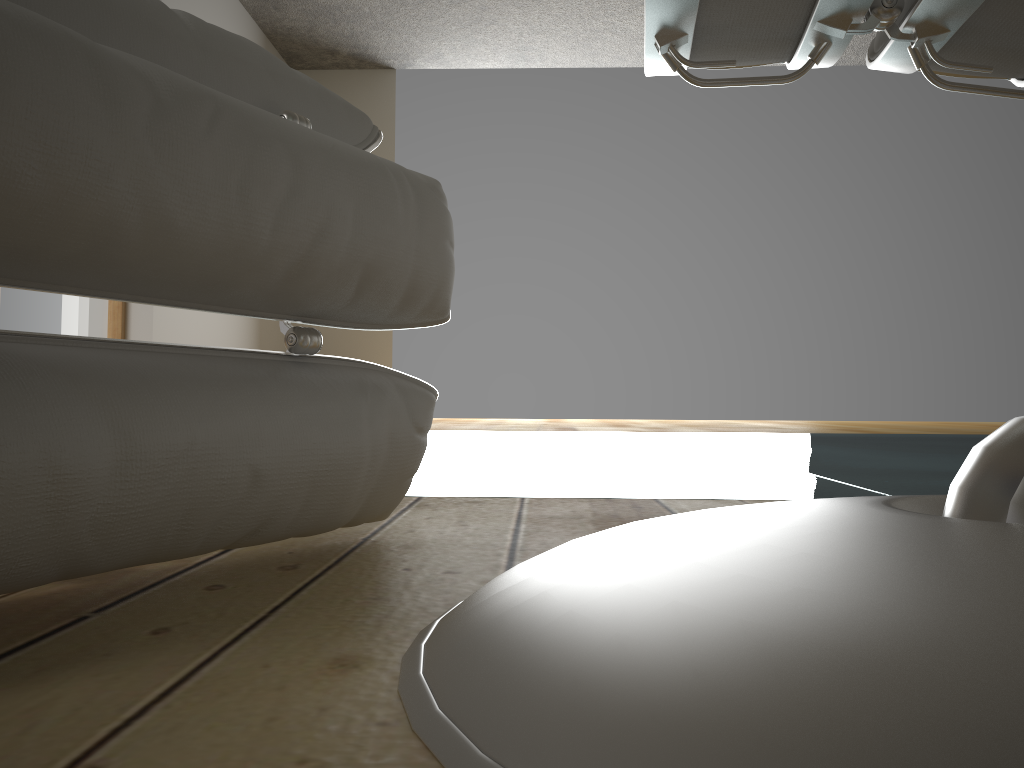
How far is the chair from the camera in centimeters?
40cm

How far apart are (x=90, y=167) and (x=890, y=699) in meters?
0.4 m

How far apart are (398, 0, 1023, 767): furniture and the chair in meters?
0.2 m

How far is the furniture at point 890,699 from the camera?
0.2 meters

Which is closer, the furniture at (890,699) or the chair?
the furniture at (890,699)

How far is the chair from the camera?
0.4m

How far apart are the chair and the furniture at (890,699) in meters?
0.2 m

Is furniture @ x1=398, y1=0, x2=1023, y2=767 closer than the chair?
Yes

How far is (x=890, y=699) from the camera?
0.2 meters
